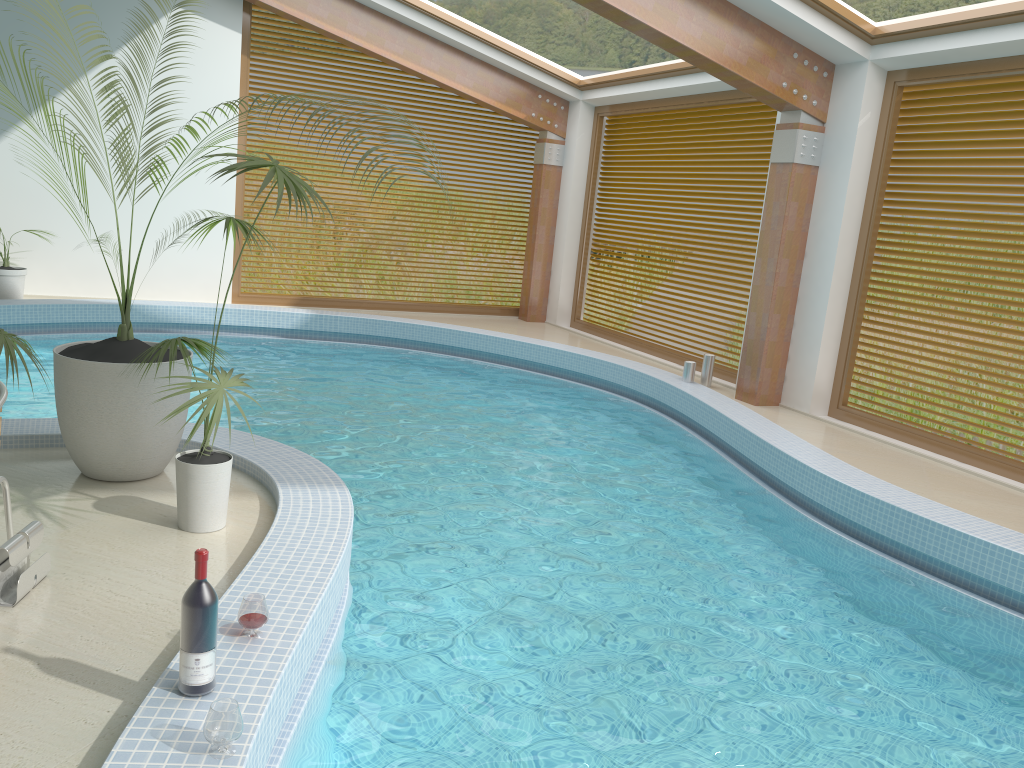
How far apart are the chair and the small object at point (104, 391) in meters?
0.8 m

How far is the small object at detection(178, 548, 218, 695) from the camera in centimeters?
253cm

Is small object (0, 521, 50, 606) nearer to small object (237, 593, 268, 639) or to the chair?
the chair

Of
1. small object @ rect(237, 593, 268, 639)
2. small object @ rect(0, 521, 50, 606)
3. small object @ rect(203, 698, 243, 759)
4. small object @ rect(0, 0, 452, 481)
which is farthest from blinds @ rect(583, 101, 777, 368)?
small object @ rect(203, 698, 243, 759)

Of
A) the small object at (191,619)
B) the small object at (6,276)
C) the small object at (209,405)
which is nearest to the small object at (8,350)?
the small object at (209,405)

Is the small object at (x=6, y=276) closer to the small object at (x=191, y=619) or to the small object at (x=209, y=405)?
the small object at (x=209, y=405)

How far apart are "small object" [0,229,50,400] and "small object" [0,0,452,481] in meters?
0.3

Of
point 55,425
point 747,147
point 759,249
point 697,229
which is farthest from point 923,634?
point 697,229

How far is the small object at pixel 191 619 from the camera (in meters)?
2.53

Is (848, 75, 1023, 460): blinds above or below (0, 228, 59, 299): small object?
above
